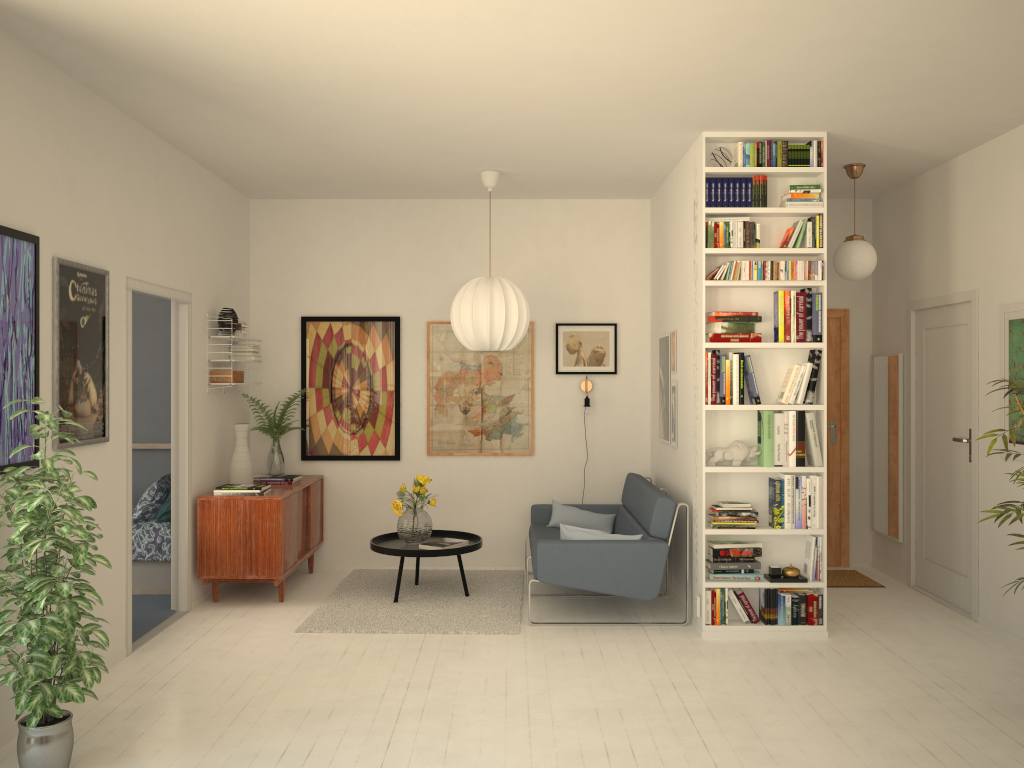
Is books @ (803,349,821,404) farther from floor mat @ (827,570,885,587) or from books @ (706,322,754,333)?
floor mat @ (827,570,885,587)

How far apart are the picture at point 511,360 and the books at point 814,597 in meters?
2.6 m

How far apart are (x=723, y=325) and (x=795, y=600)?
1.6m

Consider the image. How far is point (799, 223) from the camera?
5.1m

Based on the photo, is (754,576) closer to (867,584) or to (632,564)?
(632,564)

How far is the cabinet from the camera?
5.70m

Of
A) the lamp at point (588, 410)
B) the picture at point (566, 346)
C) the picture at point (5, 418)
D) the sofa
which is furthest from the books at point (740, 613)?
the picture at point (5, 418)

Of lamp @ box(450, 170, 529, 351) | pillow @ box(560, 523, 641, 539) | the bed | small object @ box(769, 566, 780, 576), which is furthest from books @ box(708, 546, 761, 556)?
the bed

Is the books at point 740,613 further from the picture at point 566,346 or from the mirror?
the picture at point 566,346

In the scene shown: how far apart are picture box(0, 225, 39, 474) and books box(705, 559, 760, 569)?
3.5 meters
